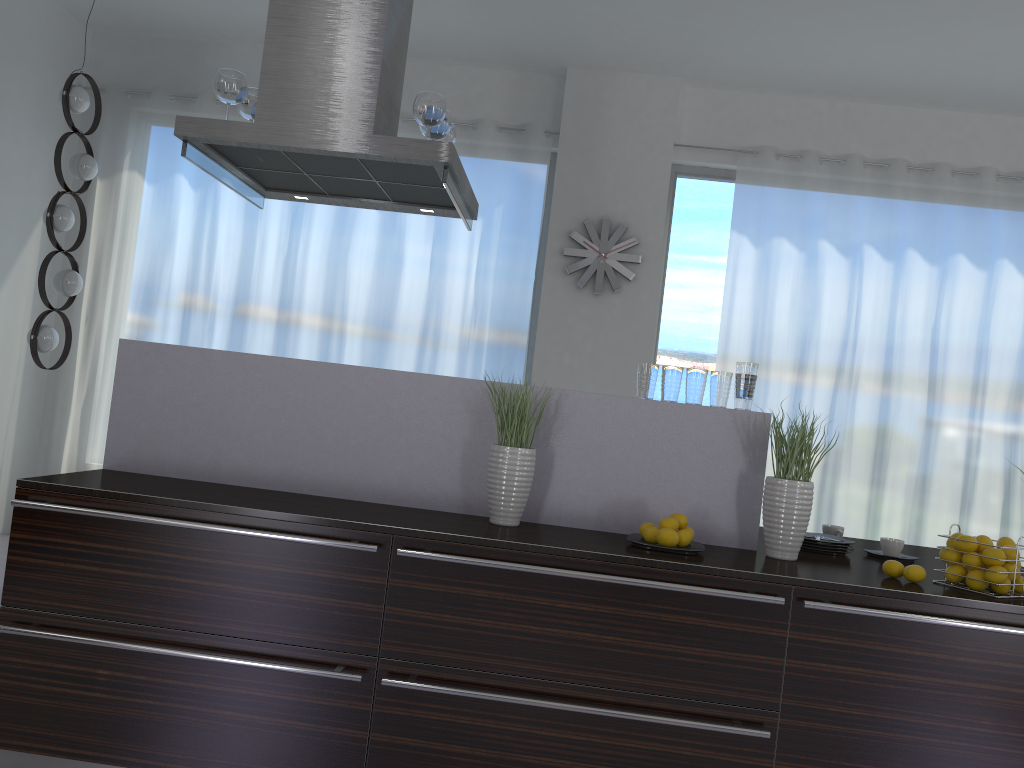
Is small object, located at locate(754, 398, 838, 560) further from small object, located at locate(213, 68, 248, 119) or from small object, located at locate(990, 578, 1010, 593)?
small object, located at locate(213, 68, 248, 119)

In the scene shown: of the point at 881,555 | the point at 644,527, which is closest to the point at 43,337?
the point at 644,527

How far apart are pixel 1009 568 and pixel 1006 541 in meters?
0.1

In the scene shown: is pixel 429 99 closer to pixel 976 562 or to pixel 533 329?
pixel 976 562

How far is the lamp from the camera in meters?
4.9

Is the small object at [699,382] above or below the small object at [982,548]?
above

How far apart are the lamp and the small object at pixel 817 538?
4.10m

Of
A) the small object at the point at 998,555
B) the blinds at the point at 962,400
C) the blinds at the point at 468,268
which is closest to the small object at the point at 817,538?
the small object at the point at 998,555

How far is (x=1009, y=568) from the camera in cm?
250

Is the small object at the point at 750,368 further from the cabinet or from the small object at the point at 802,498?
the cabinet
